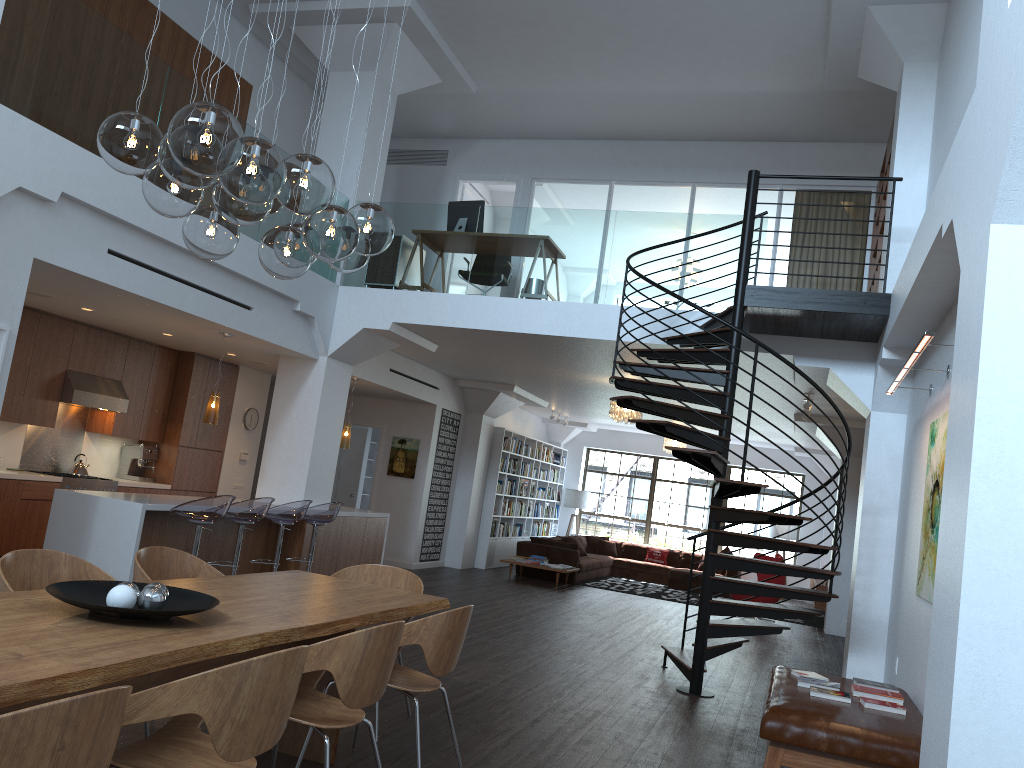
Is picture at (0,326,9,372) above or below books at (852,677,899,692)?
above

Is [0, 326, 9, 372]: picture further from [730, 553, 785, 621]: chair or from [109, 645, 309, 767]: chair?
[730, 553, 785, 621]: chair

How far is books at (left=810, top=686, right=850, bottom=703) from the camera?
5.10m

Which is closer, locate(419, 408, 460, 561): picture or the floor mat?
locate(419, 408, 460, 561): picture

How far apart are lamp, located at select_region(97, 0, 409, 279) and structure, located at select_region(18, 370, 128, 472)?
6.0m

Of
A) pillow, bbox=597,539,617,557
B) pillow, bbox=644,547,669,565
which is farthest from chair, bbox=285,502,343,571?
pillow, bbox=644,547,669,565

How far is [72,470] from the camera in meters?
9.8

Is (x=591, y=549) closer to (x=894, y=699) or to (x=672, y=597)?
(x=672, y=597)

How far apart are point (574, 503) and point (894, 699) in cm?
1380

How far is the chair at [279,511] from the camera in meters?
8.3
